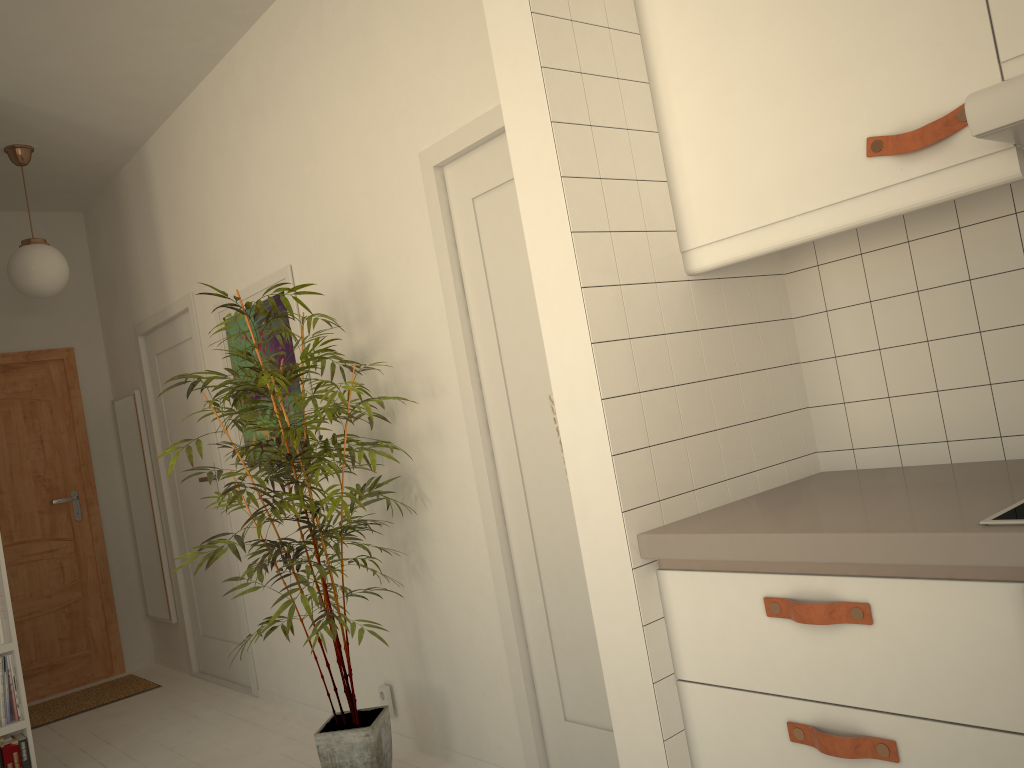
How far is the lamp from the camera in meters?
4.3

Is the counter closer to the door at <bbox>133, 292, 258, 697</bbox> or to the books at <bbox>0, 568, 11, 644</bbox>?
the books at <bbox>0, 568, 11, 644</bbox>

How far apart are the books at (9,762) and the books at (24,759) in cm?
2

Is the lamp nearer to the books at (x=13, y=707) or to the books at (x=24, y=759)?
the books at (x=13, y=707)

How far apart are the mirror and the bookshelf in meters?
1.6

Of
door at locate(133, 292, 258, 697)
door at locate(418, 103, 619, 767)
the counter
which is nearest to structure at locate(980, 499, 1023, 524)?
the counter

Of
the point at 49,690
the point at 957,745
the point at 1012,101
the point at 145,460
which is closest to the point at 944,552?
the point at 957,745

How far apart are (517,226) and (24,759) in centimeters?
284cm

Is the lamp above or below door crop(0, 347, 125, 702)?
above

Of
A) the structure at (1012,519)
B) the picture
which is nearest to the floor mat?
the picture
